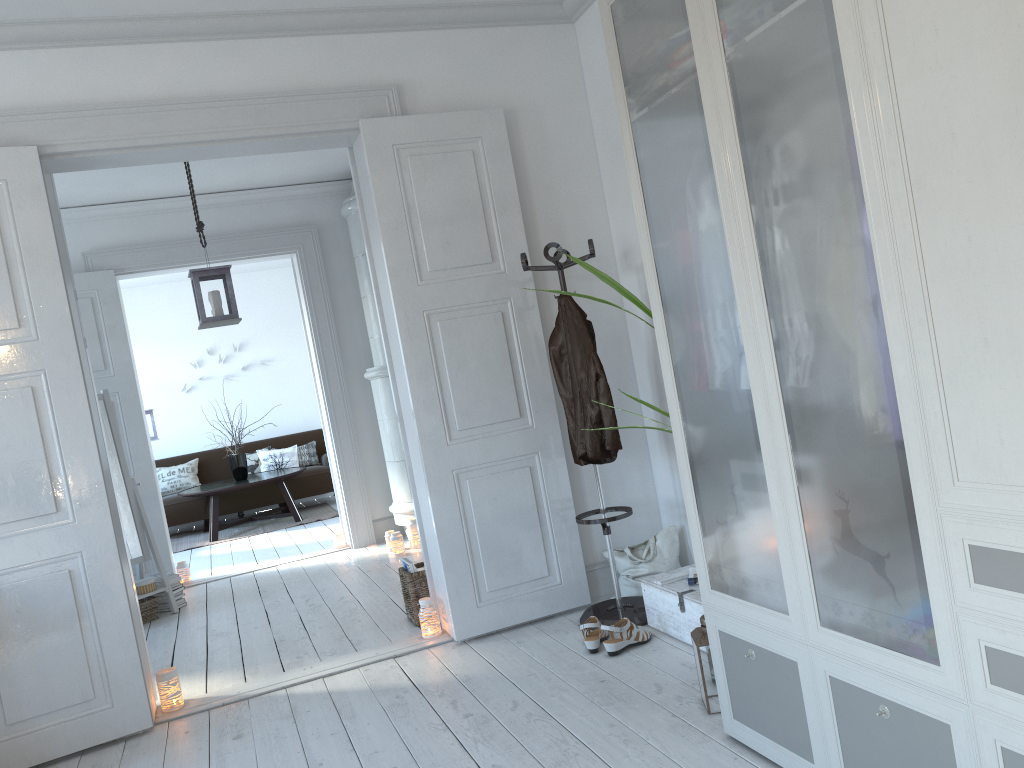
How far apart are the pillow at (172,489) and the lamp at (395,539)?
4.47m

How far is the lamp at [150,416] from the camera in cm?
885

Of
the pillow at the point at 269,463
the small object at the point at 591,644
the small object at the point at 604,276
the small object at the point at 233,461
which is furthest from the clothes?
the pillow at the point at 269,463

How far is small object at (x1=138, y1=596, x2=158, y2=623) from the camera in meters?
5.5 m

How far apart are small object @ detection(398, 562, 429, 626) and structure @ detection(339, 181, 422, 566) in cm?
150

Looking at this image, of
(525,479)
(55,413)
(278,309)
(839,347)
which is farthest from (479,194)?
(278,309)

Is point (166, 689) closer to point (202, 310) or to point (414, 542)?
point (202, 310)

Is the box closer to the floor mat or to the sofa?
the floor mat

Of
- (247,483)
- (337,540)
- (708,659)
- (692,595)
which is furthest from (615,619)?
(247,483)

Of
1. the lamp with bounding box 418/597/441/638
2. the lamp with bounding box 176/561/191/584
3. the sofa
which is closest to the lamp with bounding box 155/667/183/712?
the lamp with bounding box 418/597/441/638
